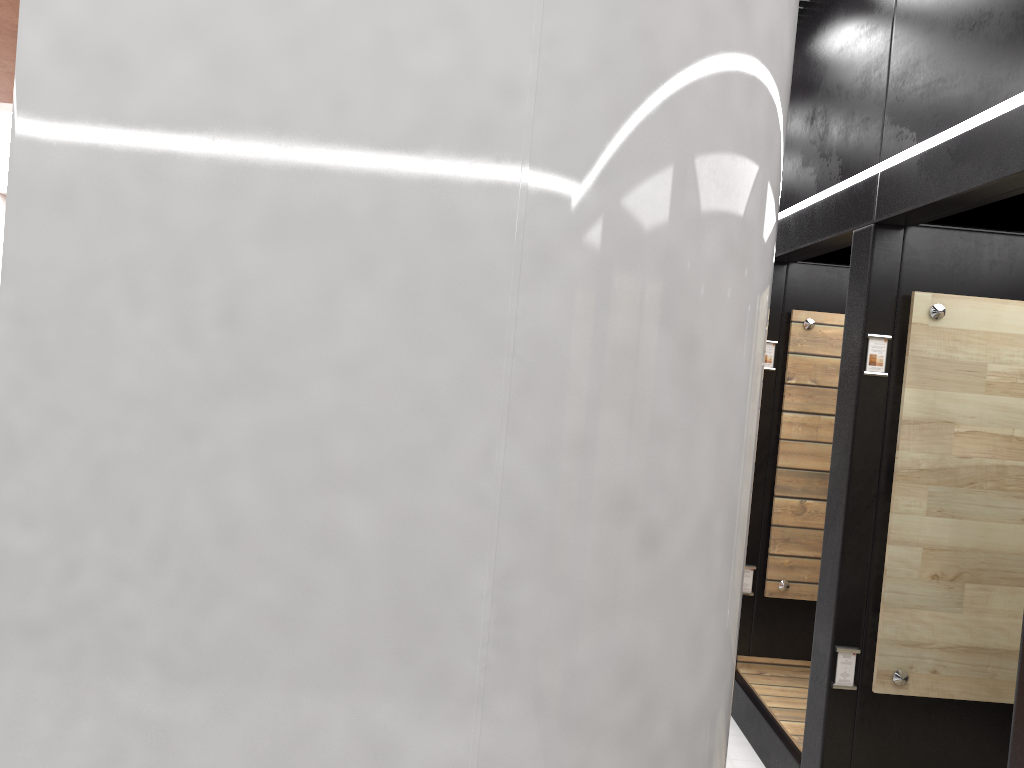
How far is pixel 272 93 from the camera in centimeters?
130cm

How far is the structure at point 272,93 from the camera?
1.3m

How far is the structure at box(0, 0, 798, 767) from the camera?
1.3 meters
